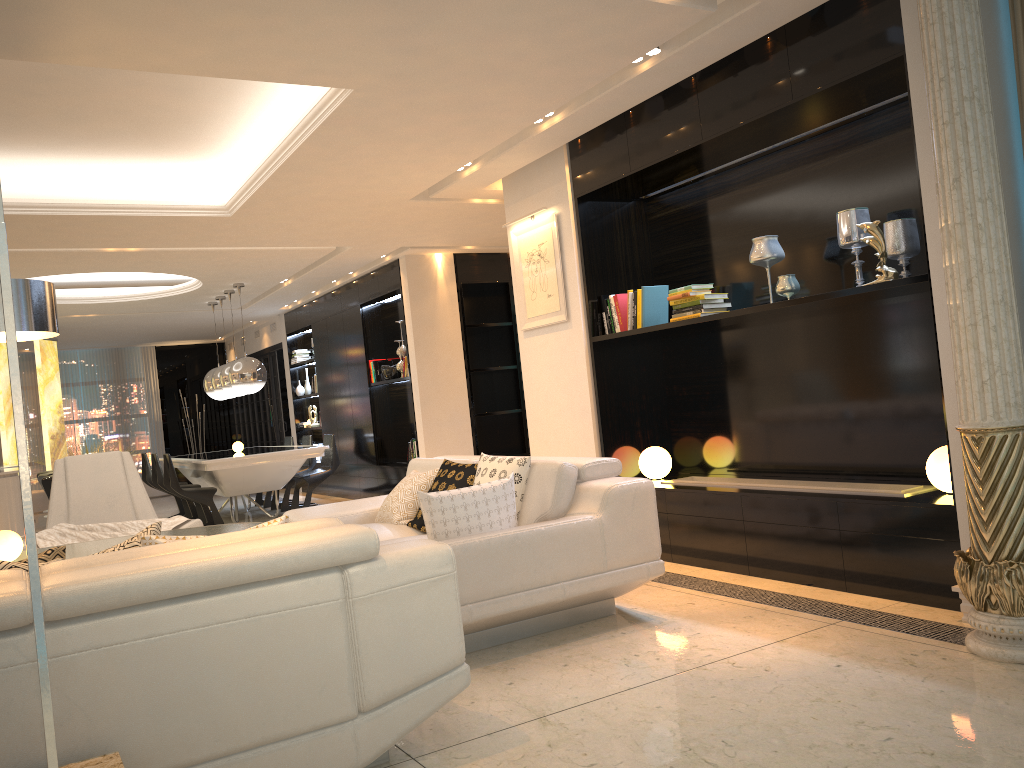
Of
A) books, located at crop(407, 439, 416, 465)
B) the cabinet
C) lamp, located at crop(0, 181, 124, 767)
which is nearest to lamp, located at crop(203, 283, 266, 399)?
books, located at crop(407, 439, 416, 465)

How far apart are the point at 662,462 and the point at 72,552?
3.4 meters

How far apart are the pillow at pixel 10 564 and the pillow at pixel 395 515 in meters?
2.2 m

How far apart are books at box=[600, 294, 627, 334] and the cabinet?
5.3 meters

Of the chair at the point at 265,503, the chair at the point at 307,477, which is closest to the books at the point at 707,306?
the chair at the point at 307,477

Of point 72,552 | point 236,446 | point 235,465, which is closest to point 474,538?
point 72,552

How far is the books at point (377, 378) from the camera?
10.11m

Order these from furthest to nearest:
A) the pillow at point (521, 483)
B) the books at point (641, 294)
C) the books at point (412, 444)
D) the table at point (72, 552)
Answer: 1. the books at point (412, 444)
2. the books at point (641, 294)
3. the pillow at point (521, 483)
4. the table at point (72, 552)

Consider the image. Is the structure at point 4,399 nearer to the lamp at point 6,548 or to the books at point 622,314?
the lamp at point 6,548

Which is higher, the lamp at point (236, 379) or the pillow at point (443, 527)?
the lamp at point (236, 379)
